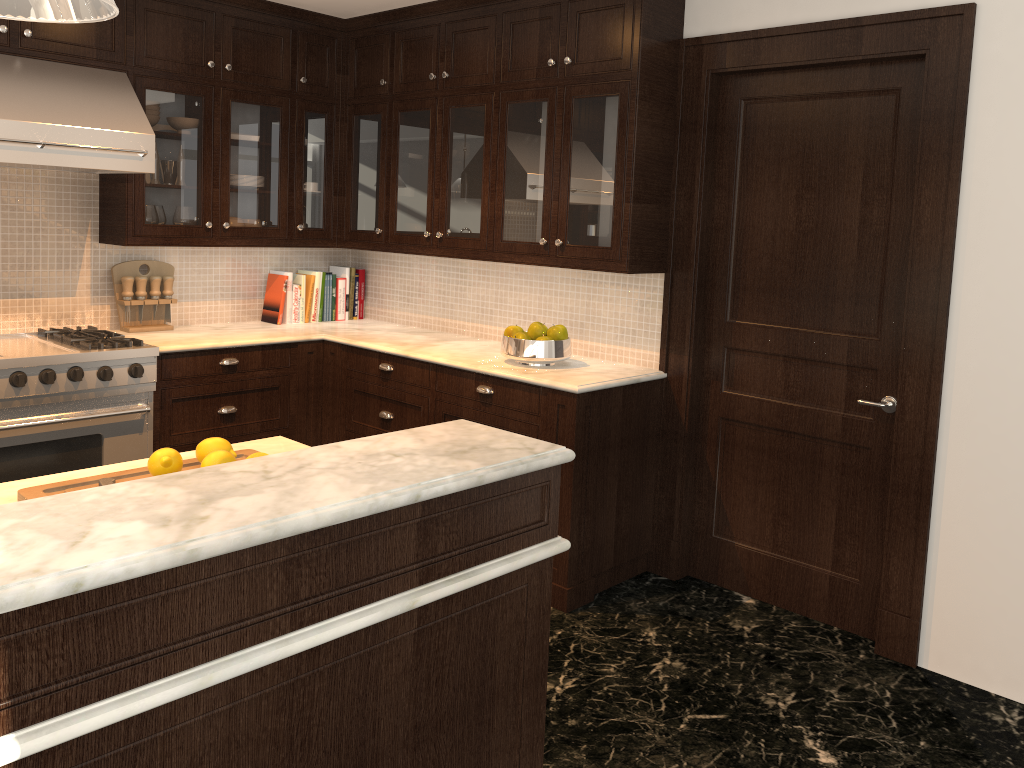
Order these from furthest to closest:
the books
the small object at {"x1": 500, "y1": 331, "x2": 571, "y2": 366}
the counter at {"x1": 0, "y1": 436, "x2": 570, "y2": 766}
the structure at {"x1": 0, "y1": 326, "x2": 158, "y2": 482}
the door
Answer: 1. the books
2. the small object at {"x1": 500, "y1": 331, "x2": 571, "y2": 366}
3. the structure at {"x1": 0, "y1": 326, "x2": 158, "y2": 482}
4. the door
5. the counter at {"x1": 0, "y1": 436, "x2": 570, "y2": 766}

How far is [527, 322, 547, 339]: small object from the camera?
3.8m

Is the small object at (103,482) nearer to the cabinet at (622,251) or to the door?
the cabinet at (622,251)

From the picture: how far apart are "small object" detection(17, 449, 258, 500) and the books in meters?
2.7 m

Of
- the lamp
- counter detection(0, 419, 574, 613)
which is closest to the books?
counter detection(0, 419, 574, 613)

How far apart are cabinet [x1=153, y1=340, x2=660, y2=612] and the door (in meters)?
0.20

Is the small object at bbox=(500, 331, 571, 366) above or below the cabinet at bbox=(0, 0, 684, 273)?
below

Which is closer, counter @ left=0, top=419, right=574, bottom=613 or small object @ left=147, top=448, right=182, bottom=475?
counter @ left=0, top=419, right=574, bottom=613

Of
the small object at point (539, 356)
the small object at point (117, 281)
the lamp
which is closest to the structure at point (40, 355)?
the small object at point (117, 281)

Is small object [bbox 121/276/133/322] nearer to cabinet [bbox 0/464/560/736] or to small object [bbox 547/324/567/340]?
small object [bbox 547/324/567/340]
